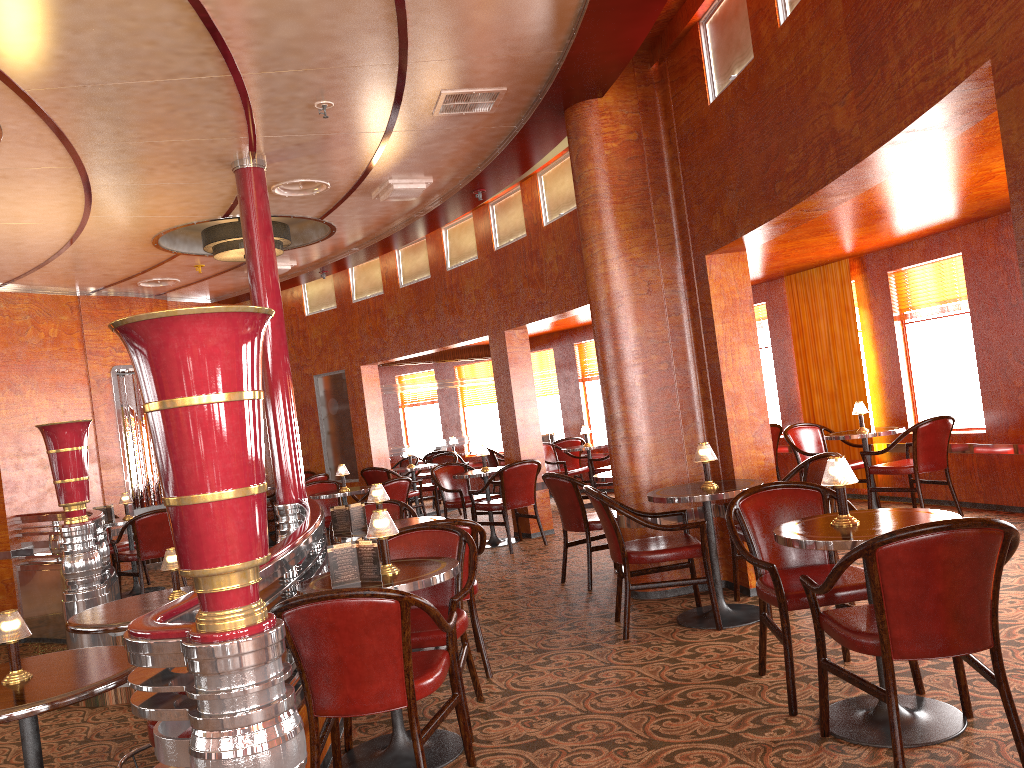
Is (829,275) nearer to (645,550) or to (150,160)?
(645,550)

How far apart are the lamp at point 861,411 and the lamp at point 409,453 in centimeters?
553cm

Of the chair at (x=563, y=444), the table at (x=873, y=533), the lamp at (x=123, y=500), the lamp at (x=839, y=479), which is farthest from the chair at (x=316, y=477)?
the lamp at (x=839, y=479)

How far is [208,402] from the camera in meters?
2.1 m

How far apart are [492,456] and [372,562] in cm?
852

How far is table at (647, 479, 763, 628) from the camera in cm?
464

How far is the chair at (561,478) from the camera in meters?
6.1 m

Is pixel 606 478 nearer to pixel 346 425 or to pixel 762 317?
pixel 762 317

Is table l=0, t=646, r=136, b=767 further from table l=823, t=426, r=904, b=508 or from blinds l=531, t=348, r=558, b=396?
blinds l=531, t=348, r=558, b=396

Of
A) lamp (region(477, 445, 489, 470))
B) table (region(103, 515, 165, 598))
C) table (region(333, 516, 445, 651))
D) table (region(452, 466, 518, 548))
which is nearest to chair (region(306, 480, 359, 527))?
table (region(452, 466, 518, 548))
